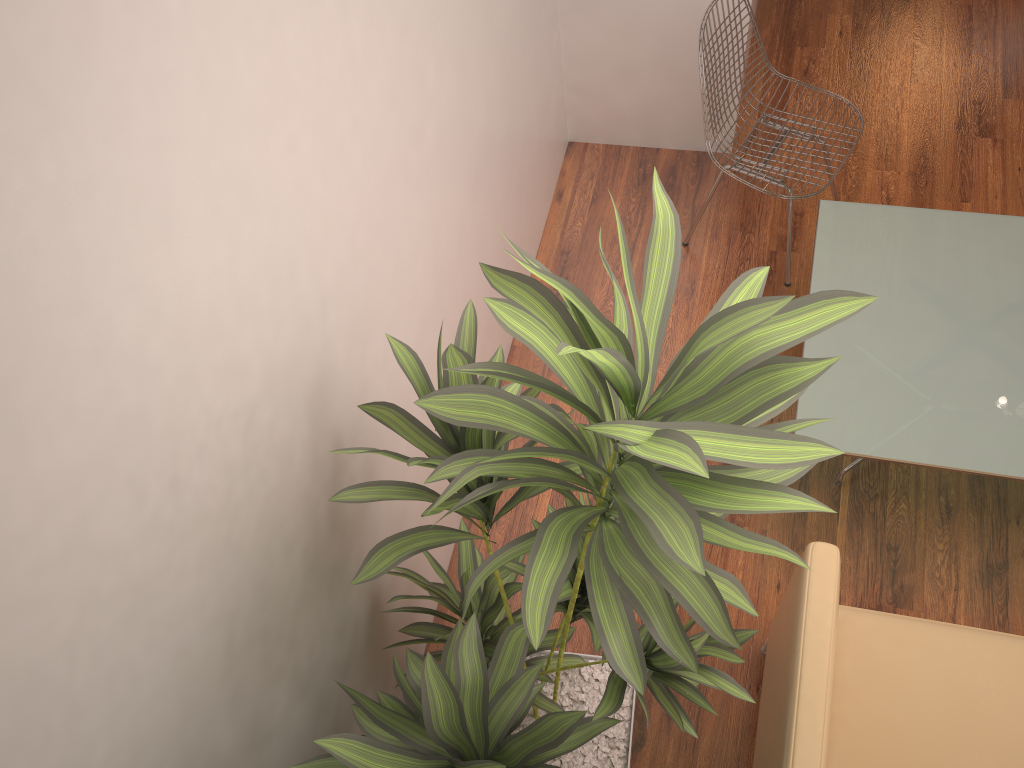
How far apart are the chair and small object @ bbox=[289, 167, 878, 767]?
1.6m

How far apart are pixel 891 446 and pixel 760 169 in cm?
124

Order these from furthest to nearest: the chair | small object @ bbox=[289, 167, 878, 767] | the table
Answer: the chair
the table
small object @ bbox=[289, 167, 878, 767]

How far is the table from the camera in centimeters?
246cm

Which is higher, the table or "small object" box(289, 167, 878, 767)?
"small object" box(289, 167, 878, 767)

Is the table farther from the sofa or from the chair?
the sofa

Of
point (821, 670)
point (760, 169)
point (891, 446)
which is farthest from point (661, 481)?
point (760, 169)

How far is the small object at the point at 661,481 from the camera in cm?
112

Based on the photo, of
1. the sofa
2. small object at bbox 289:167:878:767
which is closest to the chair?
the sofa

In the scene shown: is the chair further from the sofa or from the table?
the sofa
